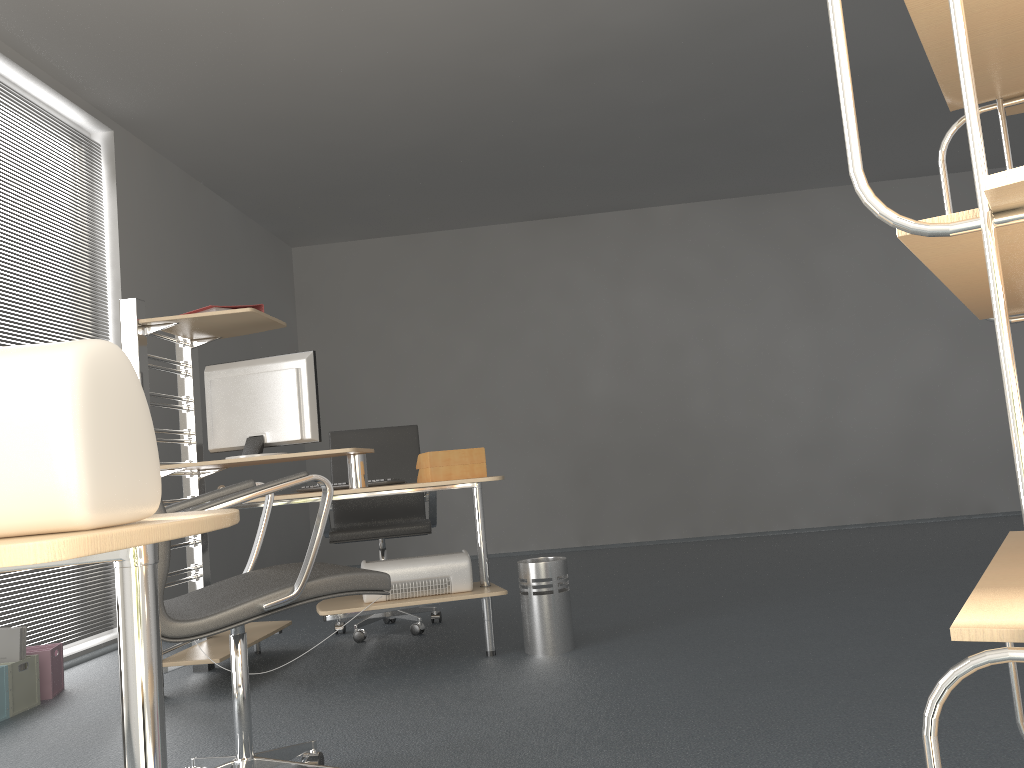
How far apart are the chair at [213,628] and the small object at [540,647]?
1.38m

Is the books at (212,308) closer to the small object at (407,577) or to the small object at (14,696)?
the small object at (407,577)

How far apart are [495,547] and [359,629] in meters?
3.7

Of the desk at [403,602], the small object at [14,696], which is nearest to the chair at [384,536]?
the desk at [403,602]

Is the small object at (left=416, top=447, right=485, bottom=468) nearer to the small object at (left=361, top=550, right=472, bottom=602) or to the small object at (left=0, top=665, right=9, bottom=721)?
the small object at (left=361, top=550, right=472, bottom=602)

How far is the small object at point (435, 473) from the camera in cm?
342

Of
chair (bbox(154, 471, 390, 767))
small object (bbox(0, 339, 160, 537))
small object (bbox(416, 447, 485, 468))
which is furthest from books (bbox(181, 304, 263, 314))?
small object (bbox(0, 339, 160, 537))

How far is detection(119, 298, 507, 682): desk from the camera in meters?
3.4

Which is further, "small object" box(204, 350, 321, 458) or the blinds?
the blinds

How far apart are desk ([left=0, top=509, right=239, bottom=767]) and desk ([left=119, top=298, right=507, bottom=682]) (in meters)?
2.34
